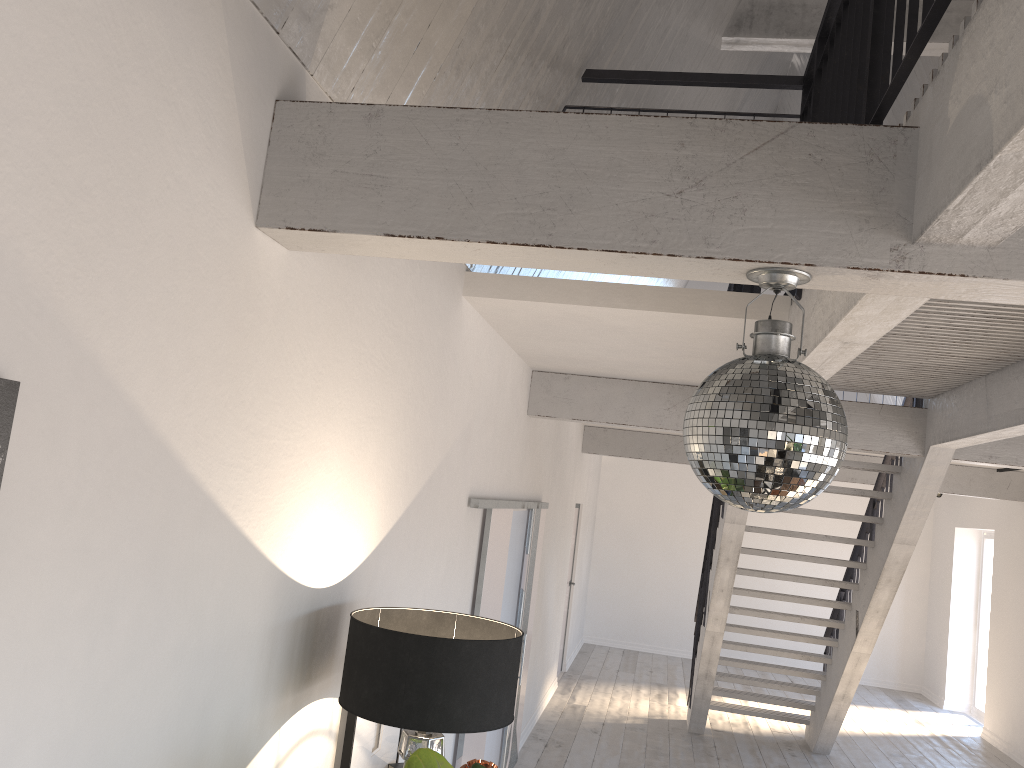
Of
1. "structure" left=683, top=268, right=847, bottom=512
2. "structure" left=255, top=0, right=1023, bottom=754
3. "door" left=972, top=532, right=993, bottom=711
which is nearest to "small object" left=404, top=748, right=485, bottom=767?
"structure" left=683, top=268, right=847, bottom=512

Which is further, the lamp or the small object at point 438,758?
the lamp

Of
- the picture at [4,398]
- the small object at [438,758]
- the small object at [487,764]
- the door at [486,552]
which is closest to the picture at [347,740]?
the small object at [487,764]

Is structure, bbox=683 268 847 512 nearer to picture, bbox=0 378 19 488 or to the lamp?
the lamp

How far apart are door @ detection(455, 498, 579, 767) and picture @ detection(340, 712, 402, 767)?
1.34m

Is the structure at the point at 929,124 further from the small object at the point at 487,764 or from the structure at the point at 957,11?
the structure at the point at 957,11

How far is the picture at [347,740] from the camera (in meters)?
2.95

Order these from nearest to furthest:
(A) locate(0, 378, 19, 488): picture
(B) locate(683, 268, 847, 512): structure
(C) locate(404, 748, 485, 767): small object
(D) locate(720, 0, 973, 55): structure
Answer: (A) locate(0, 378, 19, 488): picture → (B) locate(683, 268, 847, 512): structure → (C) locate(404, 748, 485, 767): small object → (D) locate(720, 0, 973, 55): structure

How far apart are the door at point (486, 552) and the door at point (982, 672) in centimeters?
725cm

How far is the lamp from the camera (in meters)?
2.40
